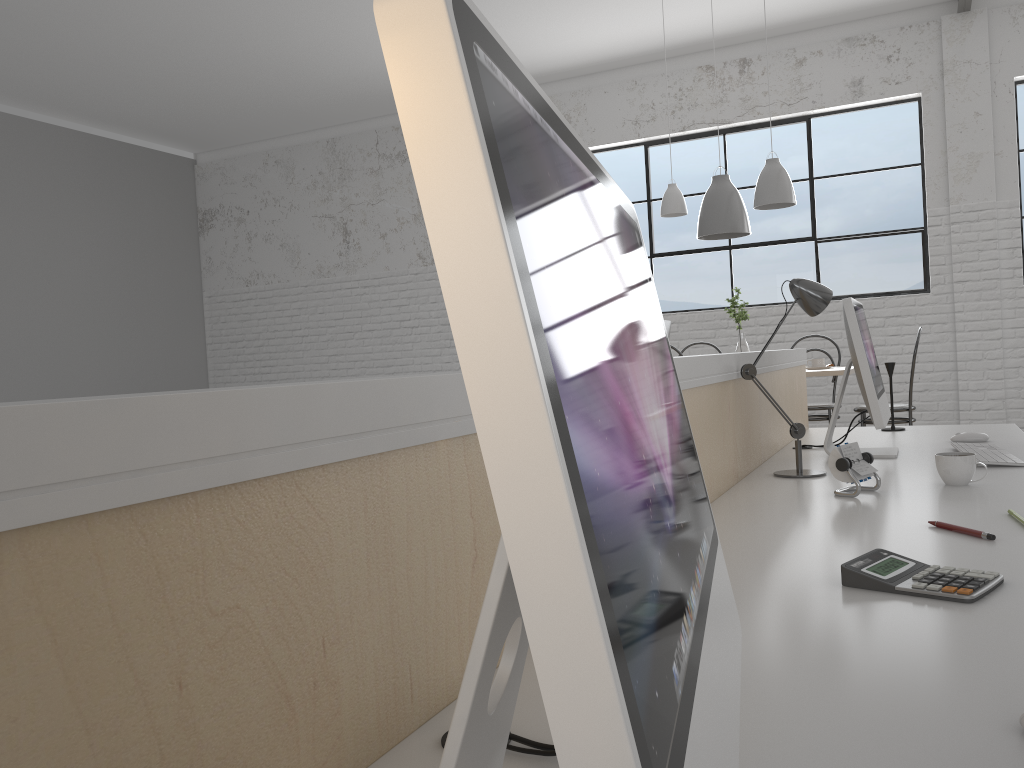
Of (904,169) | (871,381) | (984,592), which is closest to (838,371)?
(871,381)

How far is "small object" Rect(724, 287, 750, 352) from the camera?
4.23m

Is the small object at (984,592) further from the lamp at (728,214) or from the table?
the lamp at (728,214)

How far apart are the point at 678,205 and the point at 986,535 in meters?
3.5 m

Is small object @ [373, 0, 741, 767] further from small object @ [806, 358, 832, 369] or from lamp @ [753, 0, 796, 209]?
small object @ [806, 358, 832, 369]

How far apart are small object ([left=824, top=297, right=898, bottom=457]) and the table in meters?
1.7

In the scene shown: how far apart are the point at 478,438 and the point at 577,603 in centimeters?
5cm

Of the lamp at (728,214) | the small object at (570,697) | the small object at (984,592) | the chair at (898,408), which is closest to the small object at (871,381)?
the small object at (984,592)

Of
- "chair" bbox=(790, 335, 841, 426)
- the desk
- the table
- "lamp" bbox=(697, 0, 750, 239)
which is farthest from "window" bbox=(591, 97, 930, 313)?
the desk

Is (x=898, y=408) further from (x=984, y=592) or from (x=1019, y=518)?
(x=984, y=592)
